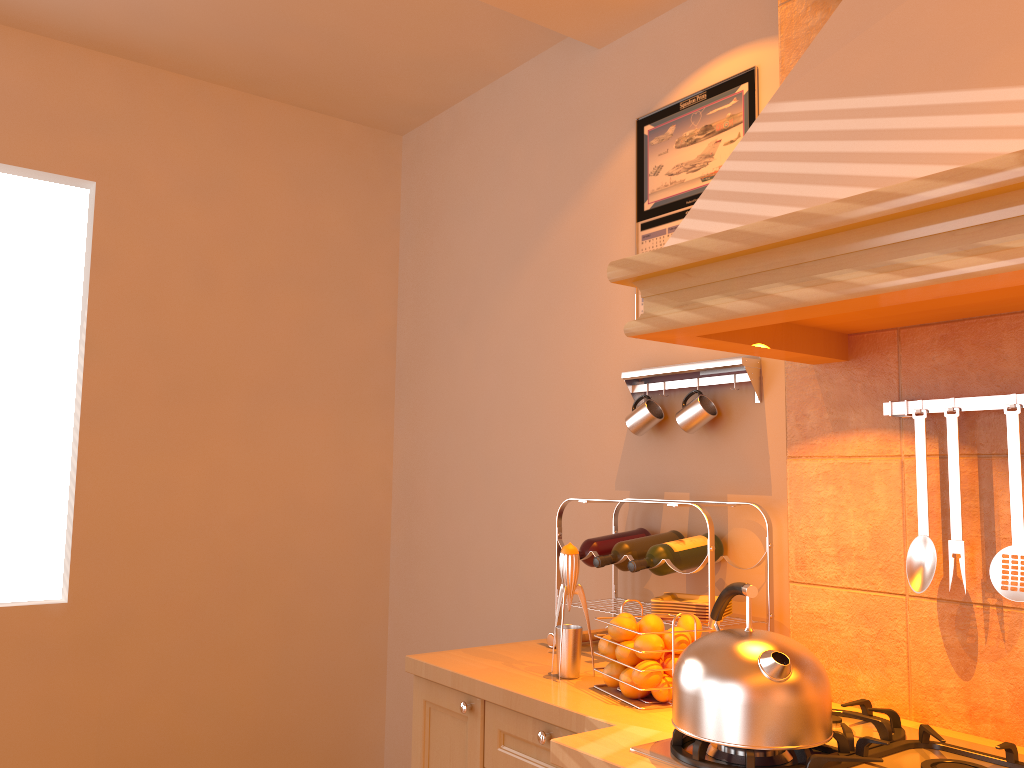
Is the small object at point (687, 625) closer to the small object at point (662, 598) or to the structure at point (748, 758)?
the small object at point (662, 598)

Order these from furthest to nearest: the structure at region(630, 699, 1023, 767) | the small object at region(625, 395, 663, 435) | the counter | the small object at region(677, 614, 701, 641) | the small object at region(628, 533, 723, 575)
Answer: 1. the small object at region(625, 395, 663, 435)
2. the small object at region(628, 533, 723, 575)
3. the small object at region(677, 614, 701, 641)
4. the counter
5. the structure at region(630, 699, 1023, 767)

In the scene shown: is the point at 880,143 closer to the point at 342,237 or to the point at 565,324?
the point at 565,324

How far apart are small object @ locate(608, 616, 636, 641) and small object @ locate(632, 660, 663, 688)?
0.1m

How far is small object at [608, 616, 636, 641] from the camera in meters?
1.8

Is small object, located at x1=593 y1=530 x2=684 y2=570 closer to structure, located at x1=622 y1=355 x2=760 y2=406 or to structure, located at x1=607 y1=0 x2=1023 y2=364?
structure, located at x1=622 y1=355 x2=760 y2=406

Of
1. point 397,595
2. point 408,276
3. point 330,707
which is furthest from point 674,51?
point 330,707

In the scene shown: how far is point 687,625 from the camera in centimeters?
177cm

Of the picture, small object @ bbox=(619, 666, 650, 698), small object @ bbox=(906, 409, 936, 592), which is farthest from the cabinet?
the picture

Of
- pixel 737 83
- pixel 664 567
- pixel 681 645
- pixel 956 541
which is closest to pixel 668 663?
pixel 681 645
